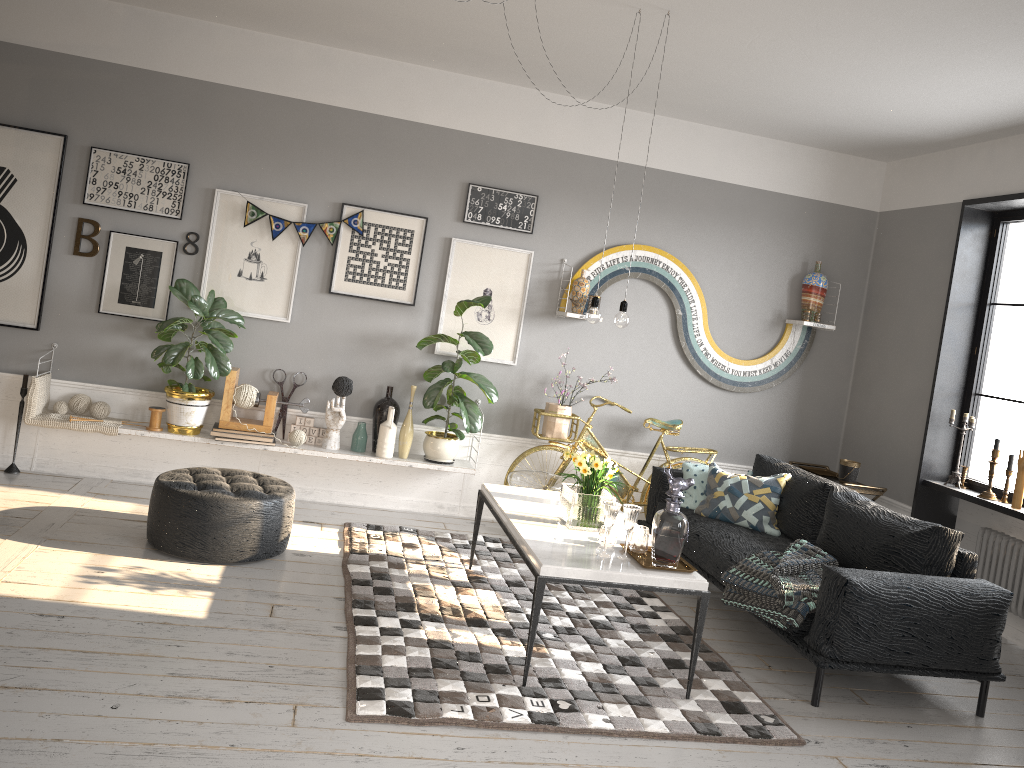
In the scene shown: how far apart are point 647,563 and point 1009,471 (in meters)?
2.81

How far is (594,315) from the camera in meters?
4.2

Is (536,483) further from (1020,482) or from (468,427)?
(1020,482)

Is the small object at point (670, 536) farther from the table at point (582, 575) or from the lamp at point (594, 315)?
the lamp at point (594, 315)

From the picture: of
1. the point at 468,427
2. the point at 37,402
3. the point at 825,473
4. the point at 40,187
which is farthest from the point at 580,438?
the point at 40,187

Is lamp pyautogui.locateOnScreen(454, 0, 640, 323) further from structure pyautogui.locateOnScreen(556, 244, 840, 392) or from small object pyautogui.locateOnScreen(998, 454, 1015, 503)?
small object pyautogui.locateOnScreen(998, 454, 1015, 503)

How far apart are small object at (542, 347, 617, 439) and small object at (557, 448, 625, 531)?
1.6 meters

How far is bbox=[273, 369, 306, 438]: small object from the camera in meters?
5.9 m

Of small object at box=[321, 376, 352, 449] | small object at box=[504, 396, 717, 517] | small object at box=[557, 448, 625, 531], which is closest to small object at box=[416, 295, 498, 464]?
small object at box=[504, 396, 717, 517]

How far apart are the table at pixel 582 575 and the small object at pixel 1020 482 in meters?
2.4
